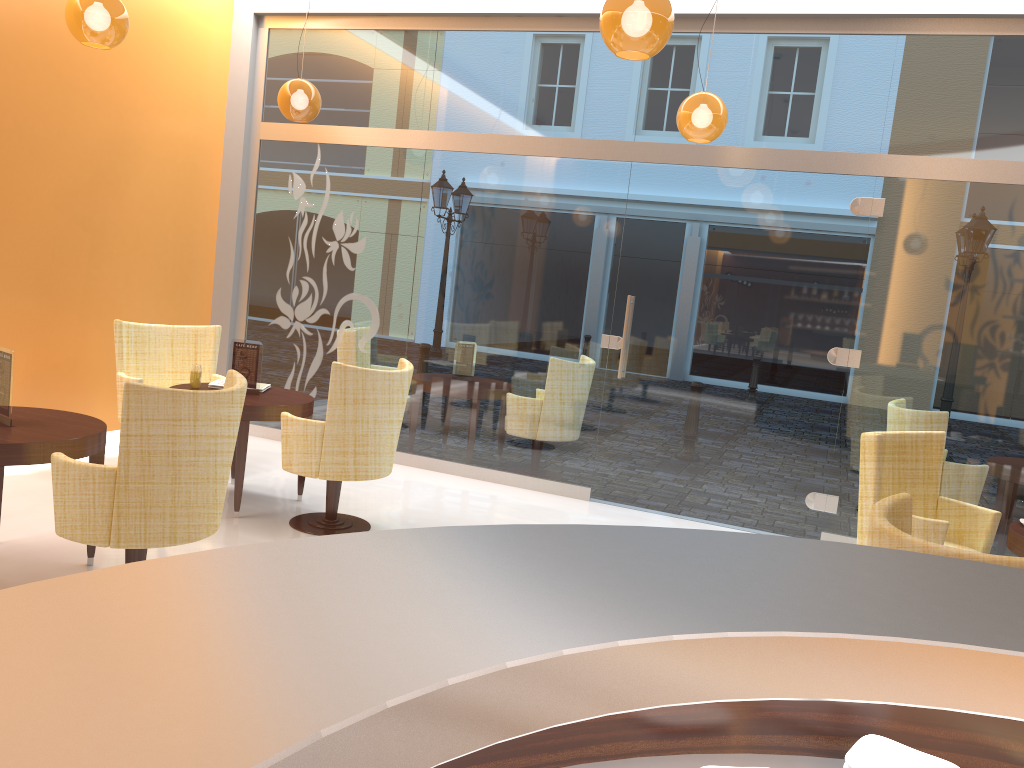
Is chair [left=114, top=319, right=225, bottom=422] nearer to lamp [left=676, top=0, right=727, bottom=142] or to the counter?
lamp [left=676, top=0, right=727, bottom=142]

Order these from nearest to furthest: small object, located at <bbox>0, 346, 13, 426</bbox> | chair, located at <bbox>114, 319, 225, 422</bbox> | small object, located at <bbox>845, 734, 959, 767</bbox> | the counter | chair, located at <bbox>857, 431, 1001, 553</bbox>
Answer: the counter < small object, located at <bbox>845, 734, 959, 767</bbox> < small object, located at <bbox>0, 346, 13, 426</bbox> < chair, located at <bbox>857, 431, 1001, 553</bbox> < chair, located at <bbox>114, 319, 225, 422</bbox>

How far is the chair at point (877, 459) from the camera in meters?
4.3 m

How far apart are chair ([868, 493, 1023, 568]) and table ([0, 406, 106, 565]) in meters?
3.2 m

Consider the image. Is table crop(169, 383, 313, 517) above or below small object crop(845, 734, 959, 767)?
below

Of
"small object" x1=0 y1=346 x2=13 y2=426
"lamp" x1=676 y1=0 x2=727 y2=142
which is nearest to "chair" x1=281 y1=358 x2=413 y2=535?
"small object" x1=0 y1=346 x2=13 y2=426

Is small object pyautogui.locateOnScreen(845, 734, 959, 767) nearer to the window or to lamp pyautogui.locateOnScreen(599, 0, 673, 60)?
lamp pyautogui.locateOnScreen(599, 0, 673, 60)

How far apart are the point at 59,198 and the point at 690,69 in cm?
441

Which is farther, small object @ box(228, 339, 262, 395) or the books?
the books

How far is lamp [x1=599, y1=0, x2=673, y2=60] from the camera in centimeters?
343cm
